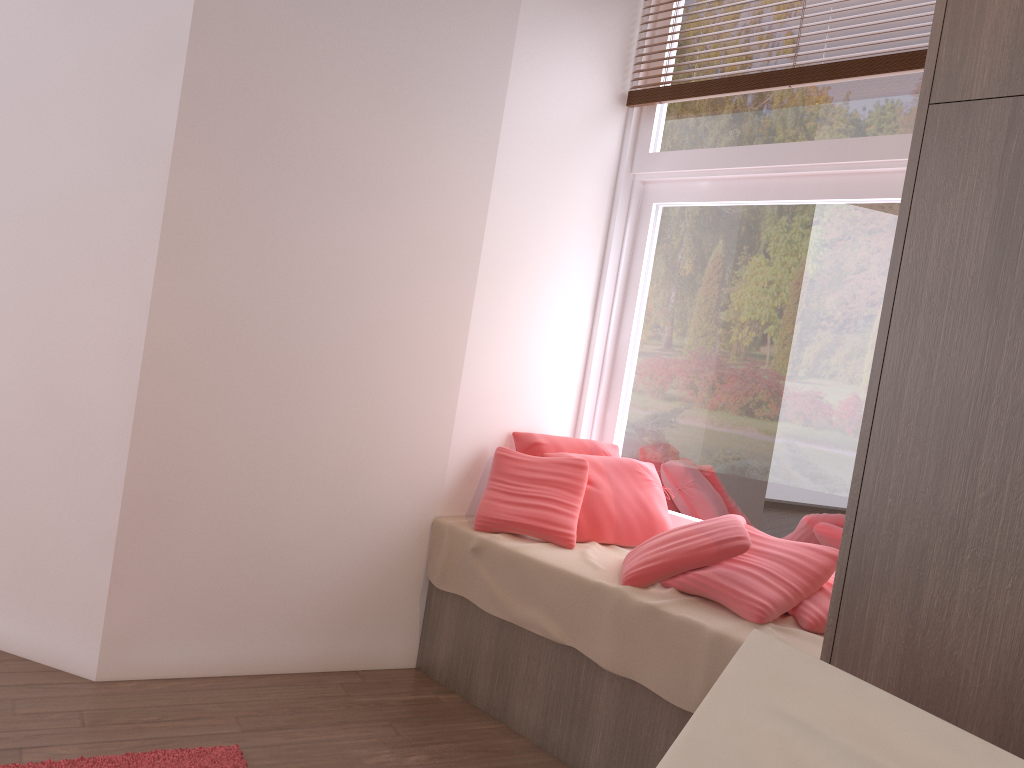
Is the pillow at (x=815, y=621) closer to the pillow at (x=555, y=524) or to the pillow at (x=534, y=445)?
the pillow at (x=555, y=524)

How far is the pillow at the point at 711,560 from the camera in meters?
2.4 m

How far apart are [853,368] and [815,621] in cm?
87

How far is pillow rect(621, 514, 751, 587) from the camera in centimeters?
241cm

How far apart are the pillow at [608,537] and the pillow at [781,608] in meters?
0.4

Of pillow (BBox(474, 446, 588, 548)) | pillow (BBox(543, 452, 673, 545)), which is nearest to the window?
pillow (BBox(543, 452, 673, 545))

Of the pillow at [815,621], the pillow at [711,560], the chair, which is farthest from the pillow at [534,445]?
the chair

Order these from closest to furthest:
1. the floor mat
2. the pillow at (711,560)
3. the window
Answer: the floor mat < the pillow at (711,560) < the window

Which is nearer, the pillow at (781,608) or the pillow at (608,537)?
the pillow at (781,608)

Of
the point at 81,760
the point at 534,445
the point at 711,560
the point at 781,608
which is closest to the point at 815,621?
the point at 781,608
